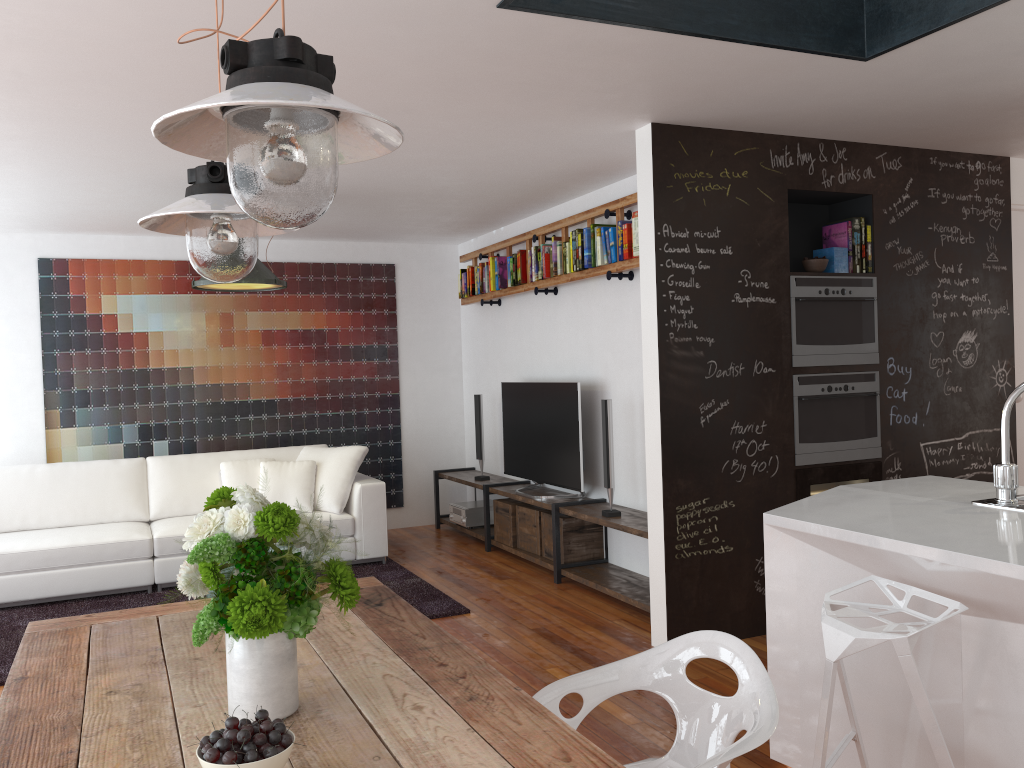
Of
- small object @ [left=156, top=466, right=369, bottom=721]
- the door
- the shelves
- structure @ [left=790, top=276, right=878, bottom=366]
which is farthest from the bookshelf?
small object @ [left=156, top=466, right=369, bottom=721]

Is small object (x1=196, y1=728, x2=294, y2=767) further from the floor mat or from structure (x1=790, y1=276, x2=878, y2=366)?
structure (x1=790, y1=276, x2=878, y2=366)

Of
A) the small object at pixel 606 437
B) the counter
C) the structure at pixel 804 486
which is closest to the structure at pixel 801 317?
the structure at pixel 804 486

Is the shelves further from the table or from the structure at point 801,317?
the table

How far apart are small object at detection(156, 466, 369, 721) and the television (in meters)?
3.87

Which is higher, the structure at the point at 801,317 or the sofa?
the structure at the point at 801,317

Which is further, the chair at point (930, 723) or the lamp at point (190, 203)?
the chair at point (930, 723)

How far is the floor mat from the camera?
4.85m

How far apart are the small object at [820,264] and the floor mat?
2.63m

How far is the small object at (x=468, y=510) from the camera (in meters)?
7.10
